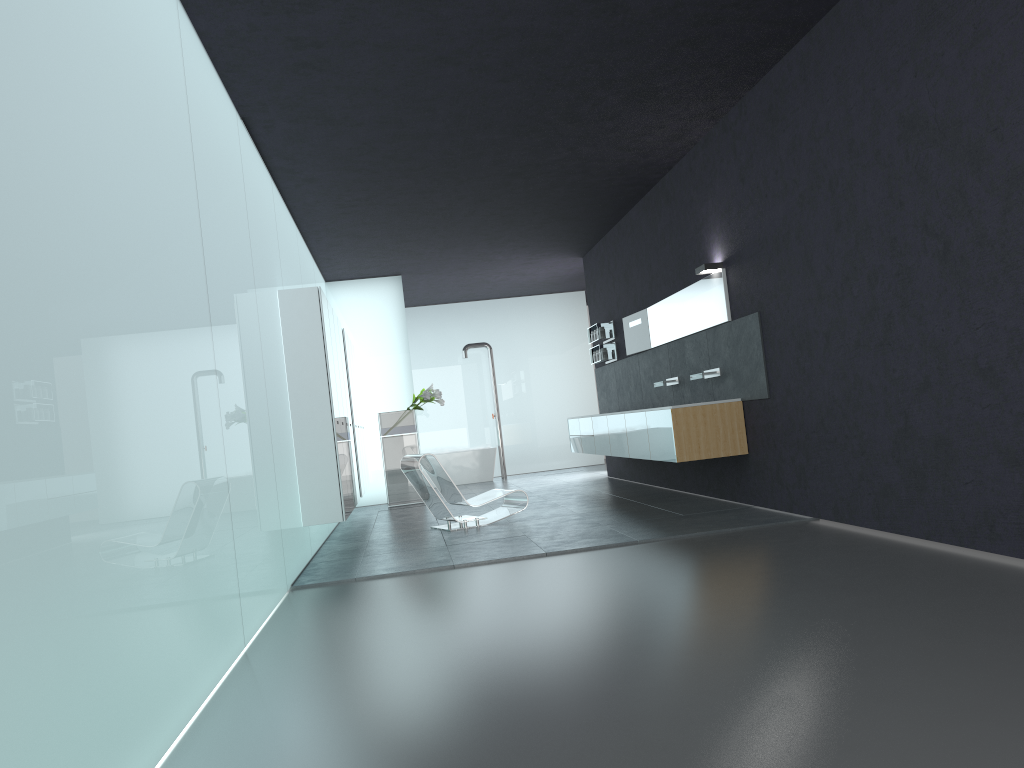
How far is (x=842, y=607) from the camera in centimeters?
445cm

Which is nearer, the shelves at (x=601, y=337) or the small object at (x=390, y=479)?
the shelves at (x=601, y=337)

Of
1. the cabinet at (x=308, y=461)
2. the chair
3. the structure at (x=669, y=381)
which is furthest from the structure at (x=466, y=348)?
the chair

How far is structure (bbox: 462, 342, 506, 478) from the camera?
18.07m

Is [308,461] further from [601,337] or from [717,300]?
[601,337]

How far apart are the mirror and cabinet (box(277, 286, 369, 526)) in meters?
3.9

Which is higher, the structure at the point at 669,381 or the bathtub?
the structure at the point at 669,381

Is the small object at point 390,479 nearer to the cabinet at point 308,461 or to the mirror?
the cabinet at point 308,461

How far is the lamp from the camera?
8.9 meters

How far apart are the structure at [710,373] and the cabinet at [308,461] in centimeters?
383cm
